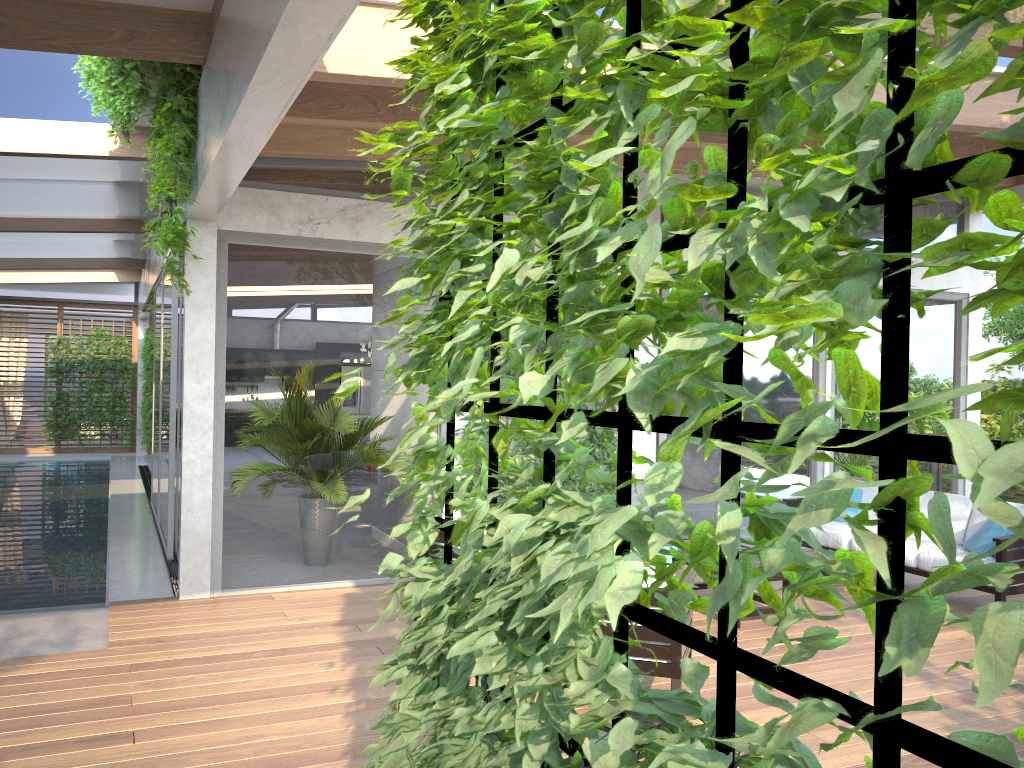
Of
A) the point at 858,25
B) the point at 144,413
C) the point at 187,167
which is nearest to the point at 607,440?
the point at 187,167

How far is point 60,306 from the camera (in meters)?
18.04

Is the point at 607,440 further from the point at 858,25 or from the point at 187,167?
the point at 858,25

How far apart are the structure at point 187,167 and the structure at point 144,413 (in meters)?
10.43

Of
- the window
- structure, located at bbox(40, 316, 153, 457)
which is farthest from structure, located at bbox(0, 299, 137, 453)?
structure, located at bbox(40, 316, 153, 457)

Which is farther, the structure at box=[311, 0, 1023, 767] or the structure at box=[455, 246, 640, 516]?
the structure at box=[455, 246, 640, 516]

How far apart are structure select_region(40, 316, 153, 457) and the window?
0.7m

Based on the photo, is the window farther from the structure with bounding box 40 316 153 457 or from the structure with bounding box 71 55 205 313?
the structure with bounding box 40 316 153 457

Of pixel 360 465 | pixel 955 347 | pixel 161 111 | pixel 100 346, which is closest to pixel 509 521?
pixel 161 111

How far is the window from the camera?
6.5m
